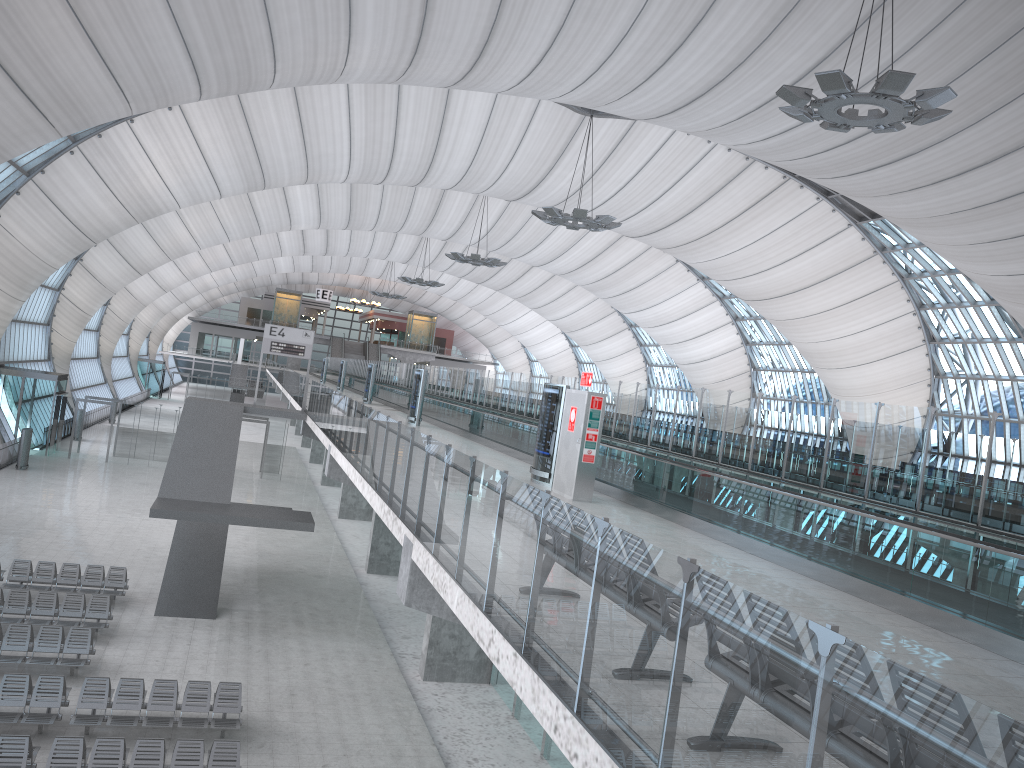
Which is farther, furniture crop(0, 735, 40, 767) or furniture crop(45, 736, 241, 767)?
furniture crop(45, 736, 241, 767)

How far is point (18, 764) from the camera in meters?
12.2

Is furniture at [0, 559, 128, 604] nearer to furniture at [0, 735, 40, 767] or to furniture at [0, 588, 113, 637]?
furniture at [0, 588, 113, 637]

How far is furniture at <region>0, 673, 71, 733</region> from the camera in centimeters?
1402cm

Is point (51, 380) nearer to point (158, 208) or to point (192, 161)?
point (158, 208)

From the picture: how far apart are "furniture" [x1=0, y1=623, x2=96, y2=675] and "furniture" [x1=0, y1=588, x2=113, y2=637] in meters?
1.0

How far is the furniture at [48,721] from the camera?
14.0m

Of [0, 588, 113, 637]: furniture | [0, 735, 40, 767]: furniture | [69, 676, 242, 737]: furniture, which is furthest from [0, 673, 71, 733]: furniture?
[0, 588, 113, 637]: furniture

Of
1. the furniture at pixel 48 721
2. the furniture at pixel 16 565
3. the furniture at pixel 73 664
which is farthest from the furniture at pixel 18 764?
the furniture at pixel 16 565

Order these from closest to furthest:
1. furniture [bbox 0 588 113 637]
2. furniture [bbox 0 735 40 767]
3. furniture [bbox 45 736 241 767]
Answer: furniture [bbox 0 735 40 767]
furniture [bbox 45 736 241 767]
furniture [bbox 0 588 113 637]
